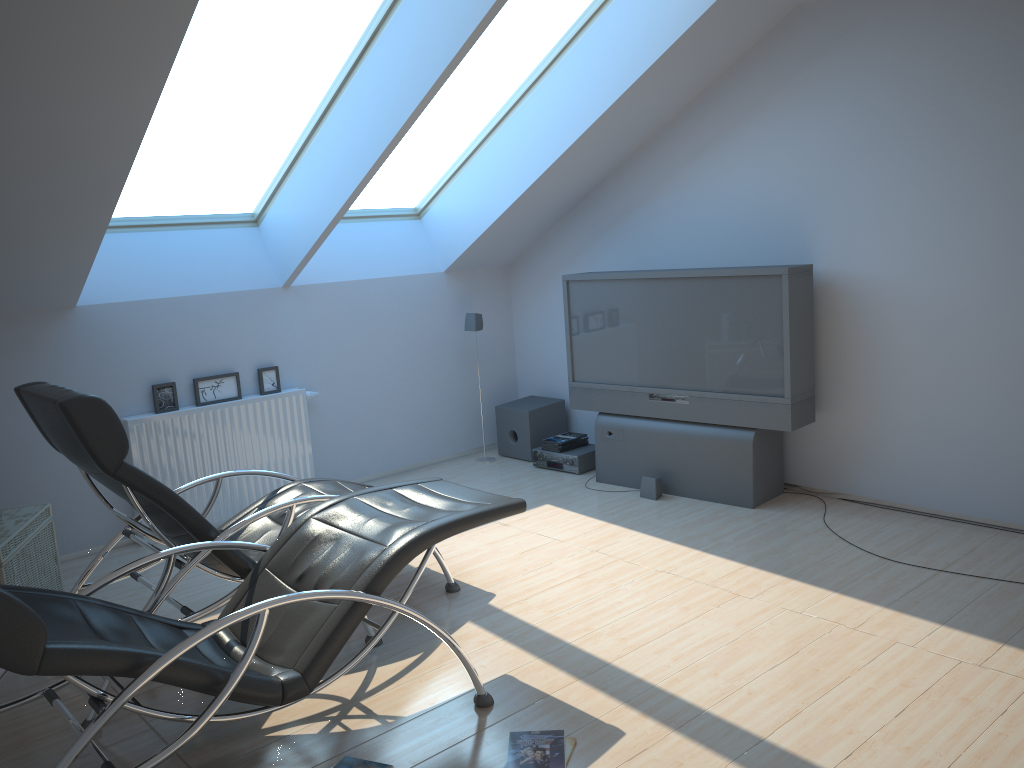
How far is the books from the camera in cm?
288

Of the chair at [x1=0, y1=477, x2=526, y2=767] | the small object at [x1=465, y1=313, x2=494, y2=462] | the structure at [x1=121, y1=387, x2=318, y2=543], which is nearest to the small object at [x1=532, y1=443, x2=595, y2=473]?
the small object at [x1=465, y1=313, x2=494, y2=462]

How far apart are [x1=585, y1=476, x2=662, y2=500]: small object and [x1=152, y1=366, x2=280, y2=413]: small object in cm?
256

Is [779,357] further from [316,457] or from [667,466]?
[316,457]

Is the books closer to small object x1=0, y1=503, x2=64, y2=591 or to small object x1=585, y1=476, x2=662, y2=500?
small object x1=585, y1=476, x2=662, y2=500

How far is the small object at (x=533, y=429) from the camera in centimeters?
686cm

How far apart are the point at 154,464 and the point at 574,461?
2.8m

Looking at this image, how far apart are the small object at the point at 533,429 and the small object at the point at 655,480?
1.33m

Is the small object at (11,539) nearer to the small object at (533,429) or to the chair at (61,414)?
the chair at (61,414)

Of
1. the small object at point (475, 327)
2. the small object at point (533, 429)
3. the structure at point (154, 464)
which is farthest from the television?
the structure at point (154, 464)
